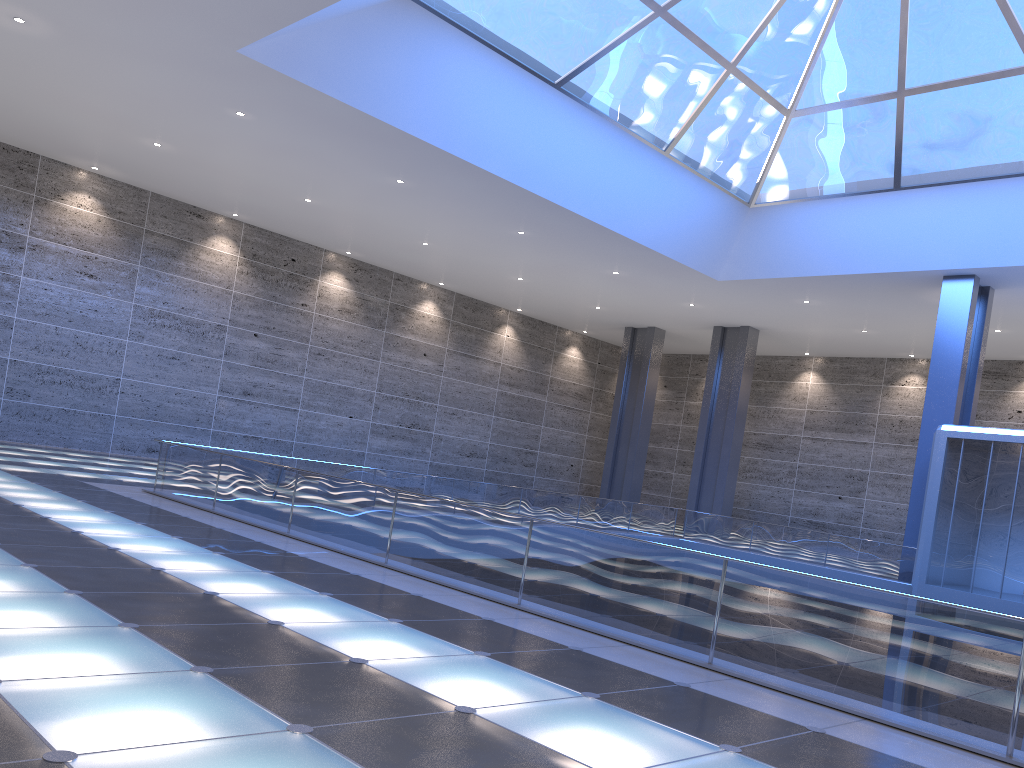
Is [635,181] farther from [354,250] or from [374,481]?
[354,250]
